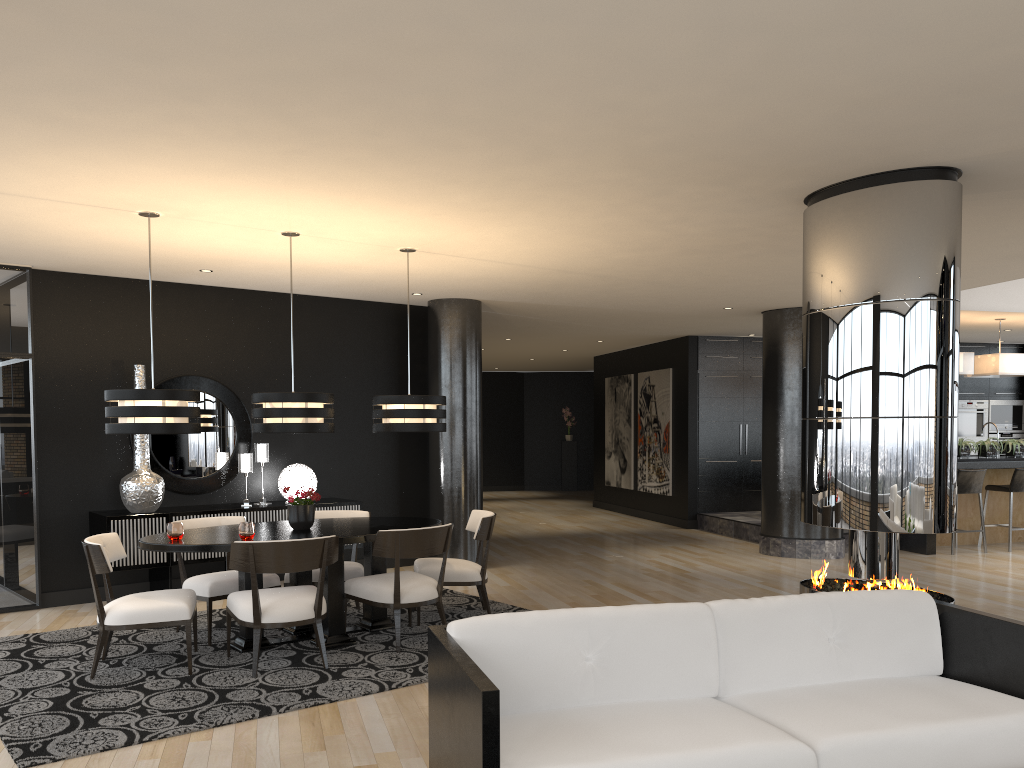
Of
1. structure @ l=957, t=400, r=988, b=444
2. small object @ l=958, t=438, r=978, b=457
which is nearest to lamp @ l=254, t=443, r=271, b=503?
small object @ l=958, t=438, r=978, b=457

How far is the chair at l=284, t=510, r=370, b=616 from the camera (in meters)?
6.30

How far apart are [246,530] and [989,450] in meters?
8.7

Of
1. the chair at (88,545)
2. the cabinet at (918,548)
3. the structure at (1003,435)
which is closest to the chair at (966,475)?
the cabinet at (918,548)

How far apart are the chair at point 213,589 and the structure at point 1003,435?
12.00m

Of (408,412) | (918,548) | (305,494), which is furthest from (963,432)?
(305,494)

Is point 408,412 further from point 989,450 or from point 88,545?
point 989,450

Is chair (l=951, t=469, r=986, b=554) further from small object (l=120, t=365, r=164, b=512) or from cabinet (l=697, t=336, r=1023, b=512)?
small object (l=120, t=365, r=164, b=512)

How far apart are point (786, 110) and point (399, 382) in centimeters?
606cm

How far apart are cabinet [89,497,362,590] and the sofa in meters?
4.8 m
